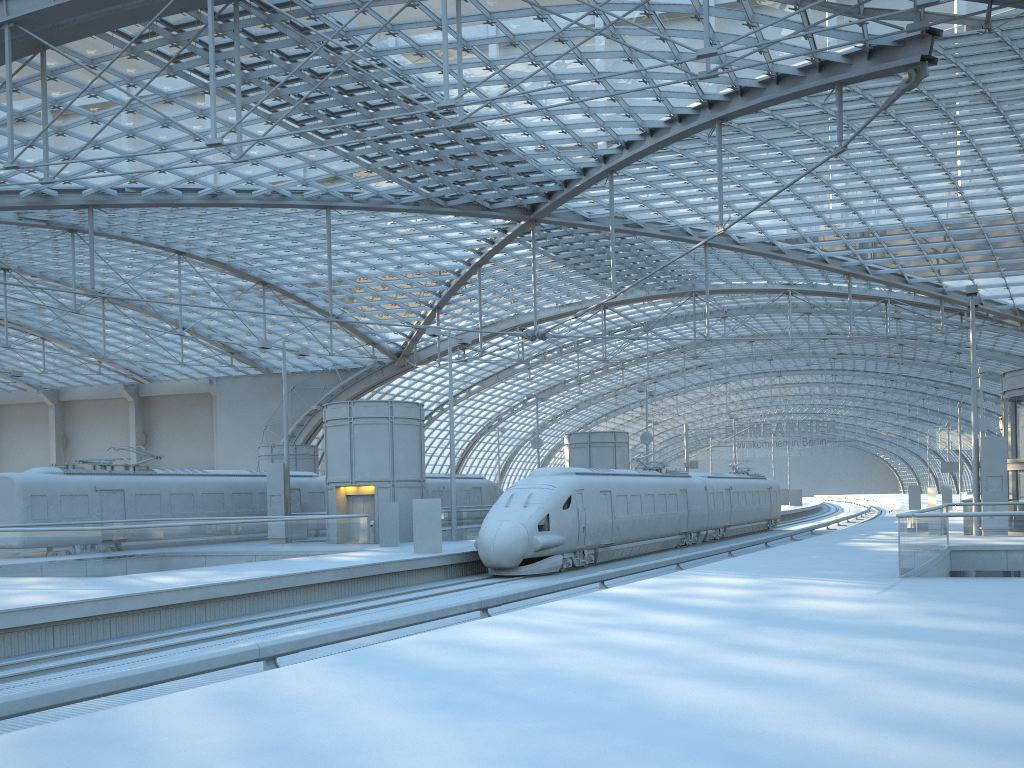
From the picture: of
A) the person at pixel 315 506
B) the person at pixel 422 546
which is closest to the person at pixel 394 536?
the person at pixel 422 546

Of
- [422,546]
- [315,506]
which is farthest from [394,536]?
[315,506]

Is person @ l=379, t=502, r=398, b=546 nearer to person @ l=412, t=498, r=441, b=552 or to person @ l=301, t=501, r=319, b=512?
person @ l=412, t=498, r=441, b=552

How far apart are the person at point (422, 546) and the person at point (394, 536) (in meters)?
4.29

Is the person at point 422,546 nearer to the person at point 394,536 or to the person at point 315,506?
the person at point 394,536

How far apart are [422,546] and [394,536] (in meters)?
4.39

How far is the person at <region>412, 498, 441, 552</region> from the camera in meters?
26.5 m

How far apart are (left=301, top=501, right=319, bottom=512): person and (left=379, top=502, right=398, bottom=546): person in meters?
9.1

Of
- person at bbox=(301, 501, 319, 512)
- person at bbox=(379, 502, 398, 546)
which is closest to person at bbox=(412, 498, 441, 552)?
person at bbox=(379, 502, 398, 546)

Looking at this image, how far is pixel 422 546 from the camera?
26.5 meters
